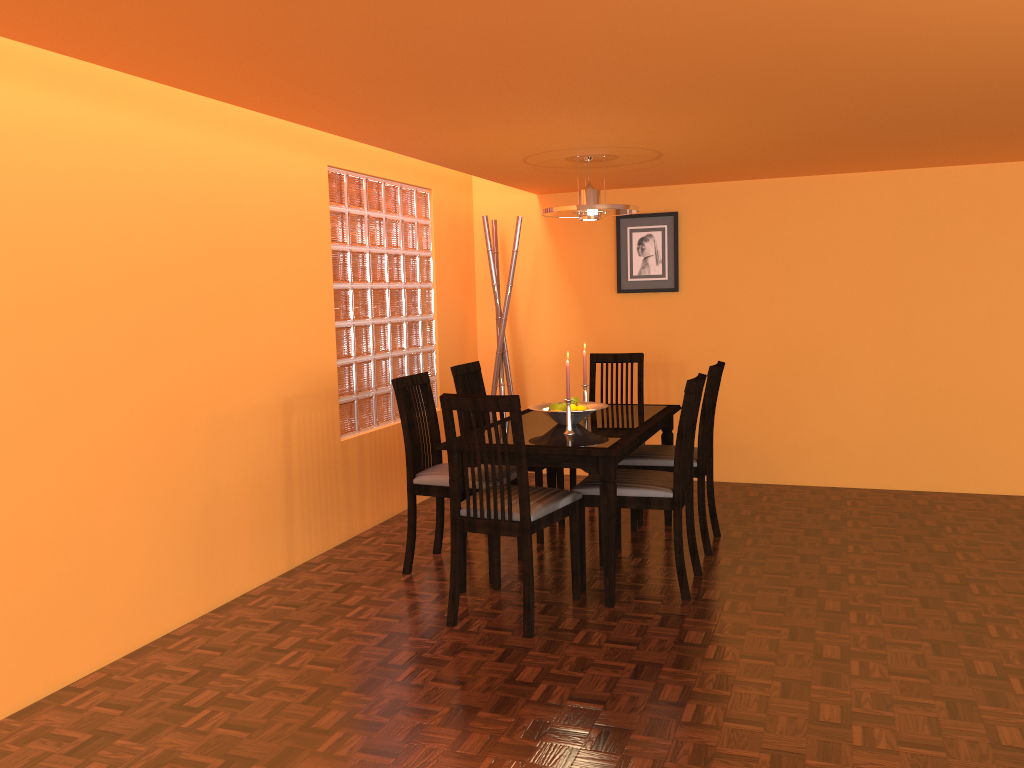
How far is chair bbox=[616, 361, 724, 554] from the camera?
3.7m

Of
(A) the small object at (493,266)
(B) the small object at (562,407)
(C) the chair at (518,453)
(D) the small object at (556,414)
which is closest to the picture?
(A) the small object at (493,266)

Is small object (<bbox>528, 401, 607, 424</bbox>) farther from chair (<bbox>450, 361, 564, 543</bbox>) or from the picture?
the picture

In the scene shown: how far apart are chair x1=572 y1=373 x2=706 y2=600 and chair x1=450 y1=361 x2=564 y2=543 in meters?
0.6

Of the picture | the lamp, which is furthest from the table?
the picture

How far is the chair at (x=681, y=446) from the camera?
3.2 meters

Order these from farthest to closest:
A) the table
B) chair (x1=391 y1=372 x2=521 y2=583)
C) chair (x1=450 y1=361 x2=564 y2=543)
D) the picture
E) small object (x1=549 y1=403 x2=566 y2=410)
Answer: the picture → chair (x1=450 y1=361 x2=564 y2=543) → small object (x1=549 y1=403 x2=566 y2=410) → chair (x1=391 y1=372 x2=521 y2=583) → the table

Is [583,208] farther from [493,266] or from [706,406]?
[493,266]

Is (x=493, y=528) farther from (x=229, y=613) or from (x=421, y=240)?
(x=421, y=240)

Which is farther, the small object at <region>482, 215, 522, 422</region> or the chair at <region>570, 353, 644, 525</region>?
the small object at <region>482, 215, 522, 422</region>
